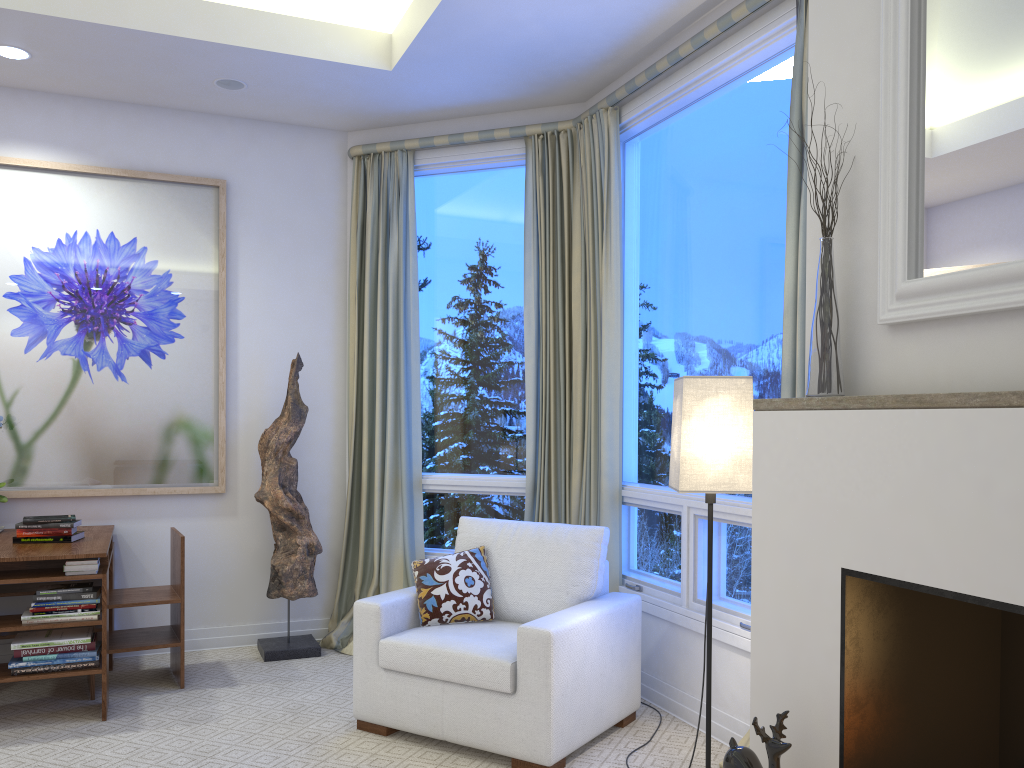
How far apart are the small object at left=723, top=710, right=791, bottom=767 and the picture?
2.9 meters

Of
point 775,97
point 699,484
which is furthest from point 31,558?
point 775,97

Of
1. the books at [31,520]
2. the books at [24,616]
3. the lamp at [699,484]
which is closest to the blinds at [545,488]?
the lamp at [699,484]

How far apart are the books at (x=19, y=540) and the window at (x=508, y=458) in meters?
1.5

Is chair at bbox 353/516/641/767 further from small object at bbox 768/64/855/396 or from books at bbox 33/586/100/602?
small object at bbox 768/64/855/396

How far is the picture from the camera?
3.8m

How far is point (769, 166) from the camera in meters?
2.9

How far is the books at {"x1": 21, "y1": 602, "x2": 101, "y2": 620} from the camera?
3.05m

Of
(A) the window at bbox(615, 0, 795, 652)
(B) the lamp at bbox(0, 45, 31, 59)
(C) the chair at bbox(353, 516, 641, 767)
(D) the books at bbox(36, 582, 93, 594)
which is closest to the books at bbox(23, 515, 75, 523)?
(D) the books at bbox(36, 582, 93, 594)

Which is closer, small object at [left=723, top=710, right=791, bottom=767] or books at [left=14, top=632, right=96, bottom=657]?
small object at [left=723, top=710, right=791, bottom=767]
